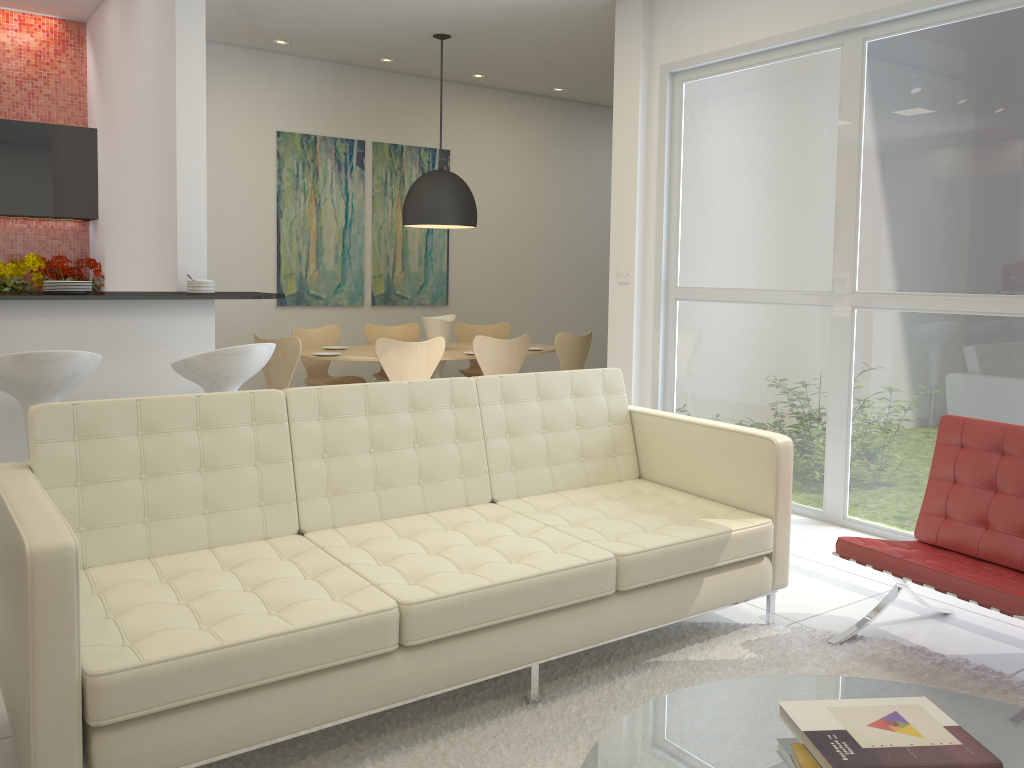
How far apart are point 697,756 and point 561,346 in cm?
514

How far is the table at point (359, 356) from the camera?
6.42m

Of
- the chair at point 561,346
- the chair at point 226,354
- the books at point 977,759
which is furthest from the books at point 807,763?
the chair at point 561,346

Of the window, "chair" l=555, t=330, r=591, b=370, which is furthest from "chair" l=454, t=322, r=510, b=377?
the window

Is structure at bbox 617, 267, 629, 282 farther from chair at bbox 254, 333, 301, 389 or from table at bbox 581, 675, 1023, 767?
table at bbox 581, 675, 1023, 767

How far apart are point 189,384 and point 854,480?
3.5m

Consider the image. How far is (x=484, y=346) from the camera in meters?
6.3

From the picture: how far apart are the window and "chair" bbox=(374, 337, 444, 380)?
1.47m

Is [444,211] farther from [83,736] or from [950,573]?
[83,736]

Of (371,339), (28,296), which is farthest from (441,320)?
(28,296)
